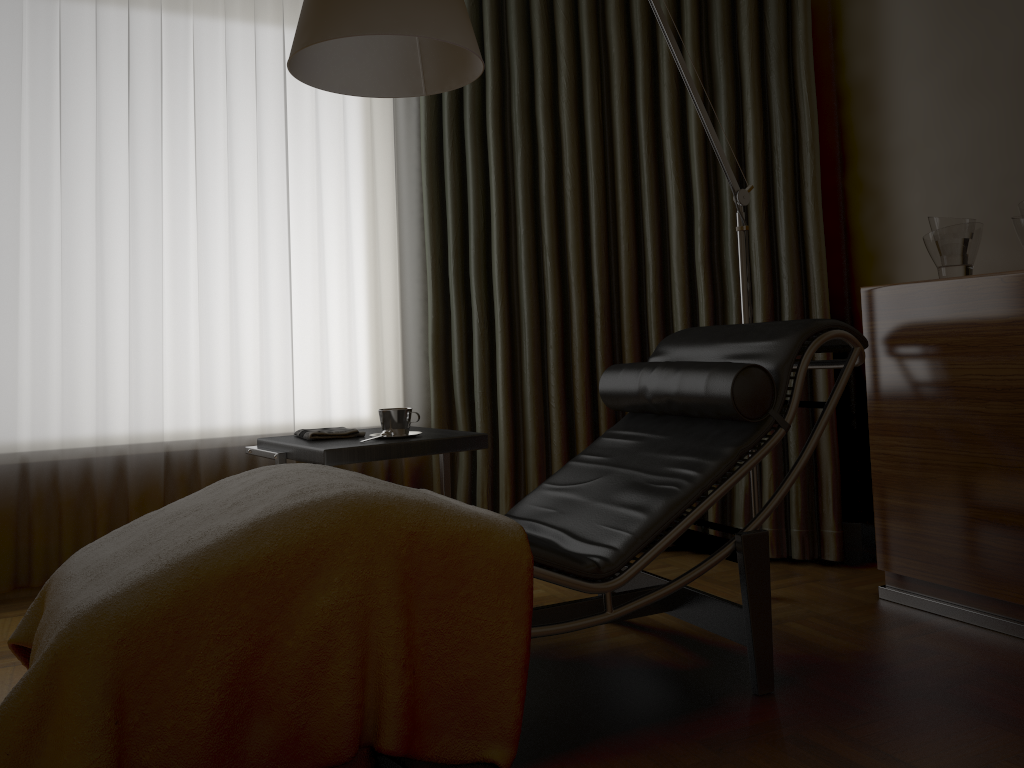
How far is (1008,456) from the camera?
2.2m

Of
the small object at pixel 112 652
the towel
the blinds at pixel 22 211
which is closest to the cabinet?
the small object at pixel 112 652

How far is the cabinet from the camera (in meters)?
2.19

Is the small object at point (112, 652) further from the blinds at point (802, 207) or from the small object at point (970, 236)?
the small object at point (970, 236)

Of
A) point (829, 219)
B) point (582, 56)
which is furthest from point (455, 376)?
point (829, 219)

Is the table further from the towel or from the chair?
the chair

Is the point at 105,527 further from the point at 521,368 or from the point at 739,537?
the point at 739,537

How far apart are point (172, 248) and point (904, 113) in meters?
2.5

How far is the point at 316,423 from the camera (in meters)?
3.39

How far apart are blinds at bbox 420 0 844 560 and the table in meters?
0.6 m
